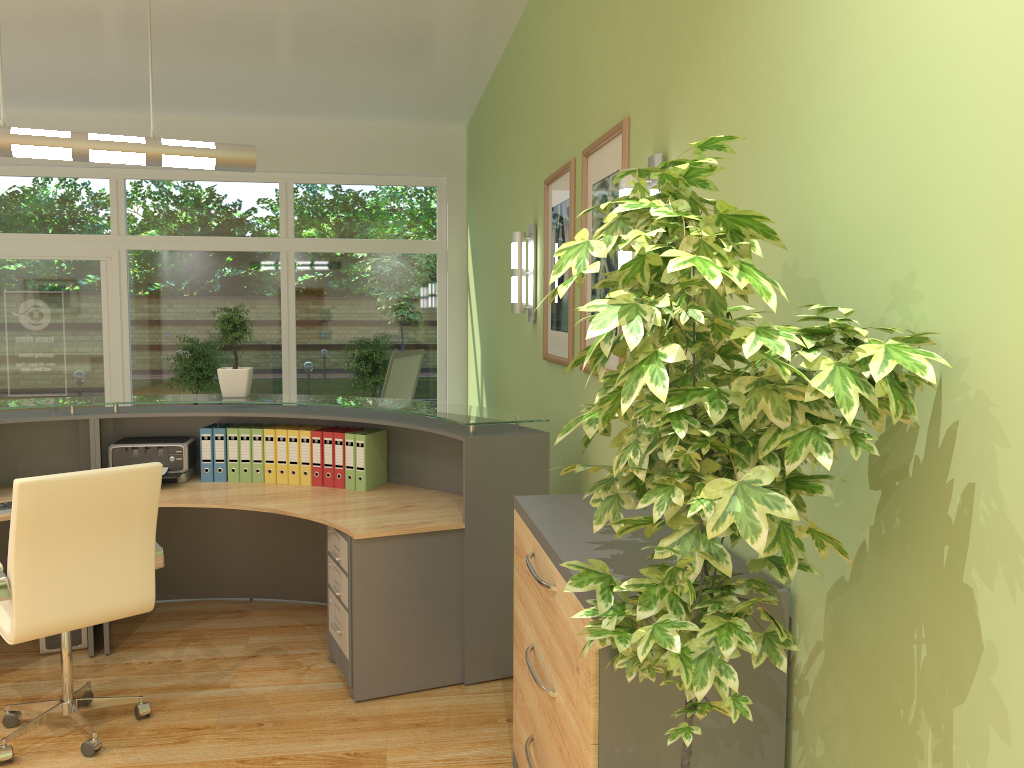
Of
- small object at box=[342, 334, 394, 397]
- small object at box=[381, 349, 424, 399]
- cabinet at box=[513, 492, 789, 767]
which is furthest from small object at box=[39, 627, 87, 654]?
small object at box=[342, 334, 394, 397]

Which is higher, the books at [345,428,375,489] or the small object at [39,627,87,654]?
the books at [345,428,375,489]

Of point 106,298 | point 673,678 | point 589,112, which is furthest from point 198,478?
point 106,298

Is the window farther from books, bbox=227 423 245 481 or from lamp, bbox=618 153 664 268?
lamp, bbox=618 153 664 268

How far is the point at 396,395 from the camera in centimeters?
710cm

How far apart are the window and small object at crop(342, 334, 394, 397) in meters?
0.5

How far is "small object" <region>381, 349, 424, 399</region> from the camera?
6.84m

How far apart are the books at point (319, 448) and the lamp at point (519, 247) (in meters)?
1.43

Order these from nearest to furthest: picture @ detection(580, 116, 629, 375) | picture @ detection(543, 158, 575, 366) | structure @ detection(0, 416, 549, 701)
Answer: picture @ detection(580, 116, 629, 375)
structure @ detection(0, 416, 549, 701)
picture @ detection(543, 158, 575, 366)

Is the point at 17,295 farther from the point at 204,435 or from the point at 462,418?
the point at 462,418
